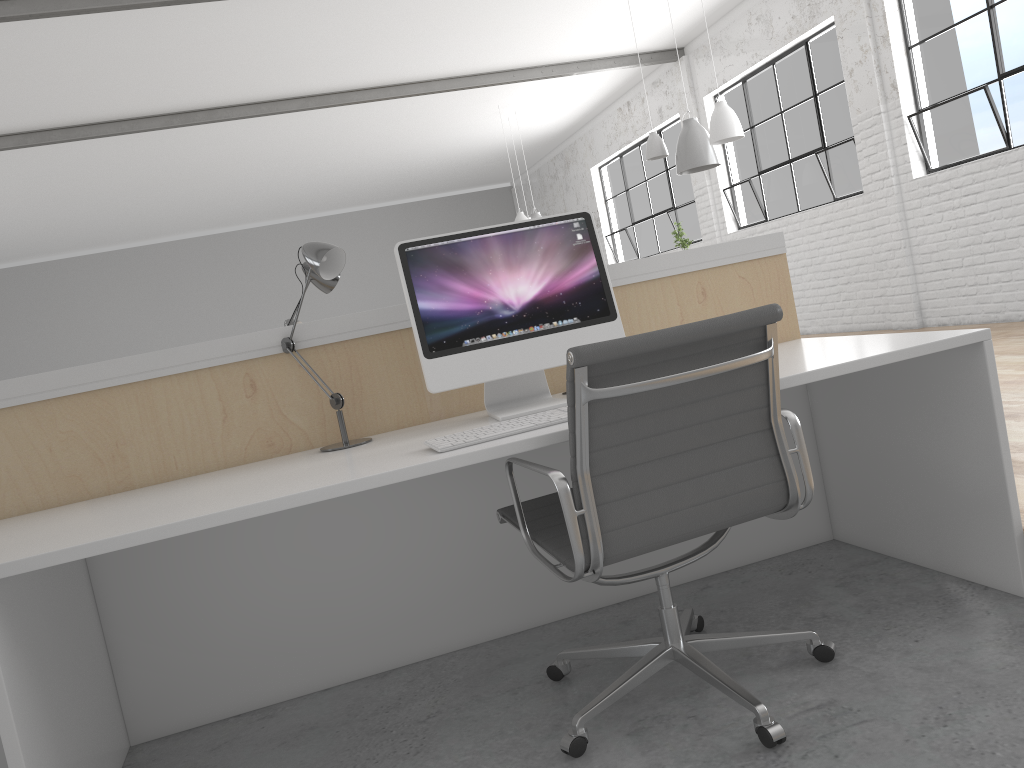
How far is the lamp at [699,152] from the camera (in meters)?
5.16

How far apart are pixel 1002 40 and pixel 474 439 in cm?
458

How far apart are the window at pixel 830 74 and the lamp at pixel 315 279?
4.8 meters

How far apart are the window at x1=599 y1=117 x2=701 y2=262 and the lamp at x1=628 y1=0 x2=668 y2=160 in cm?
265

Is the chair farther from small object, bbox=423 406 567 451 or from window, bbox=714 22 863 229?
window, bbox=714 22 863 229

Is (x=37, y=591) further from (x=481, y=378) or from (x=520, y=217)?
(x=520, y=217)

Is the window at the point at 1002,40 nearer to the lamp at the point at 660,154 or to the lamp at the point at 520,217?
the lamp at the point at 660,154

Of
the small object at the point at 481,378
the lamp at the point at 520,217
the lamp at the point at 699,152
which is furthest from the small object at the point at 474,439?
the lamp at the point at 520,217

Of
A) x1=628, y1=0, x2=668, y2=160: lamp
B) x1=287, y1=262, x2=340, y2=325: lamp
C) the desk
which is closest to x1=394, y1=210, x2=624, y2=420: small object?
the desk

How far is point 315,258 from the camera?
1.69m
